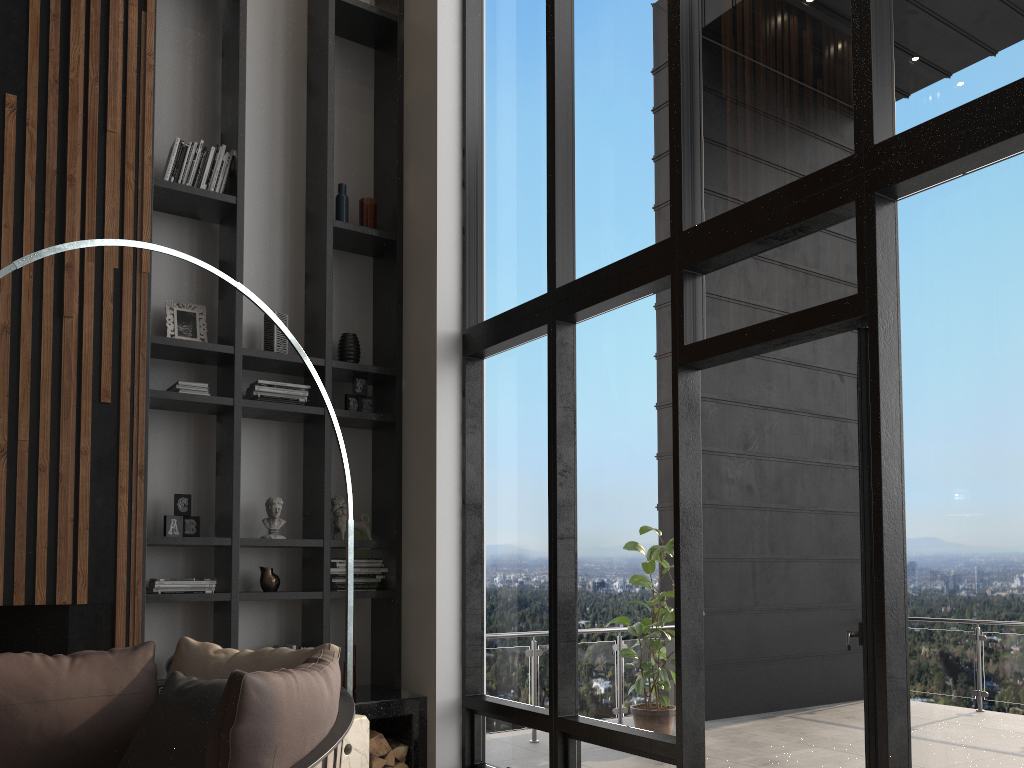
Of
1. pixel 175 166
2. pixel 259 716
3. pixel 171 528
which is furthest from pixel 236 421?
pixel 259 716

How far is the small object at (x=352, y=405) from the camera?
5.19m

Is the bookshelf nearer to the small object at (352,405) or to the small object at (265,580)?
the small object at (352,405)

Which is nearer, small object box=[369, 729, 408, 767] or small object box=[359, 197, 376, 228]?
small object box=[369, 729, 408, 767]

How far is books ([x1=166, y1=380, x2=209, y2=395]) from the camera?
4.6 meters

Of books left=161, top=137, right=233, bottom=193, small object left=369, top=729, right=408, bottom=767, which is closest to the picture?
books left=161, top=137, right=233, bottom=193

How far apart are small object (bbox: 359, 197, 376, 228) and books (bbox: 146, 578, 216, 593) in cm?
230

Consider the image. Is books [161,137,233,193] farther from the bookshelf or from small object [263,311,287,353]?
small object [263,311,287,353]

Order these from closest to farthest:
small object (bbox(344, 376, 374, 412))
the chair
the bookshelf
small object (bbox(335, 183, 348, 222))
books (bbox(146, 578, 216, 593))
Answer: the chair, books (bbox(146, 578, 216, 593)), the bookshelf, small object (bbox(344, 376, 374, 412)), small object (bbox(335, 183, 348, 222))

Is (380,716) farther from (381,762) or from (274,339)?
(274,339)
